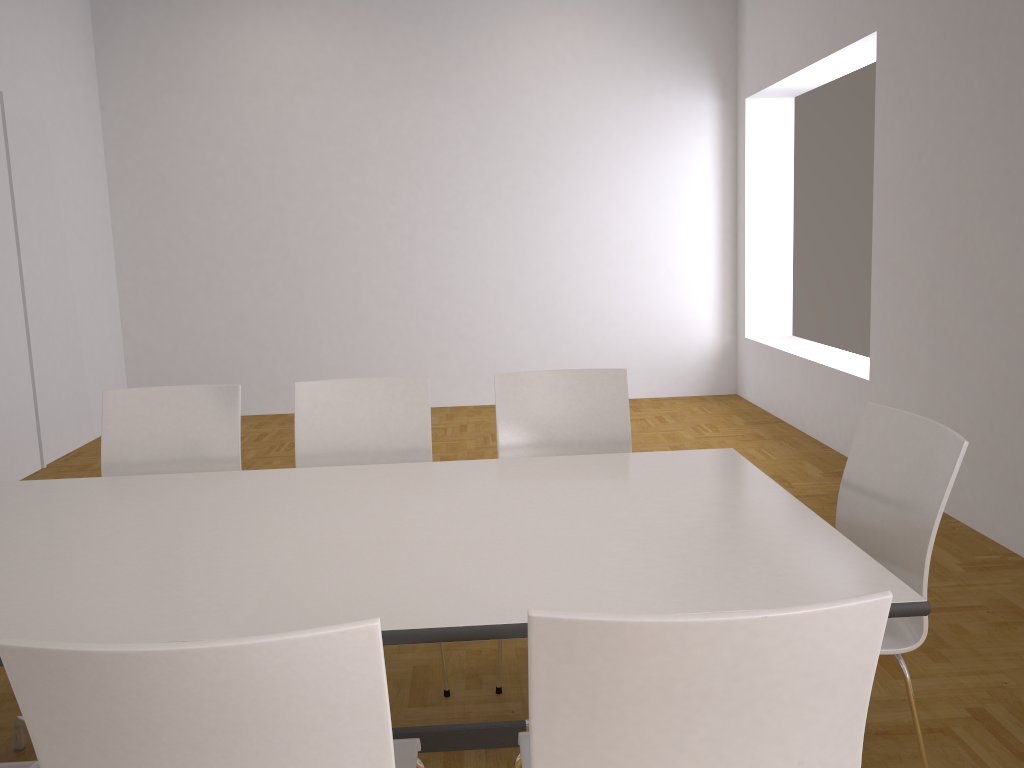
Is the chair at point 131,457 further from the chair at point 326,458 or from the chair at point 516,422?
the chair at point 516,422

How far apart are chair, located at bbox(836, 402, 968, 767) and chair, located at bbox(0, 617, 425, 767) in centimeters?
108cm

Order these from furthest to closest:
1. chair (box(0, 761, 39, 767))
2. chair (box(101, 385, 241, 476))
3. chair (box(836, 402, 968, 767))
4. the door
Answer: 1. the door
2. chair (box(101, 385, 241, 476))
3. chair (box(836, 402, 968, 767))
4. chair (box(0, 761, 39, 767))

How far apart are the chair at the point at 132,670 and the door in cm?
473

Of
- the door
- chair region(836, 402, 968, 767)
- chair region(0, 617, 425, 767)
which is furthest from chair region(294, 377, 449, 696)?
the door

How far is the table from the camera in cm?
165

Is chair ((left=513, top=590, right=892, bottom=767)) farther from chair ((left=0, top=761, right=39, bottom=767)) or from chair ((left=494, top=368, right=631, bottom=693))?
chair ((left=494, top=368, right=631, bottom=693))

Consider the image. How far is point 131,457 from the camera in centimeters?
307cm

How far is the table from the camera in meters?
1.7

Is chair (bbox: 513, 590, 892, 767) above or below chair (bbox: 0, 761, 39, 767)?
above
